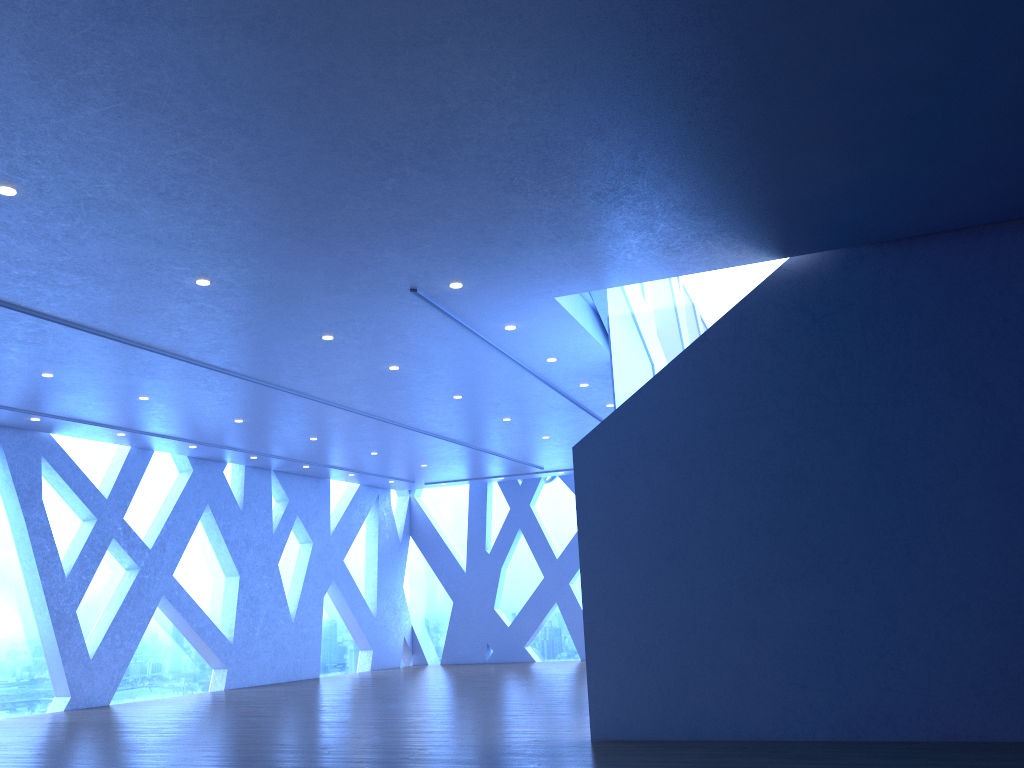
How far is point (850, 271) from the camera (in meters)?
7.35
